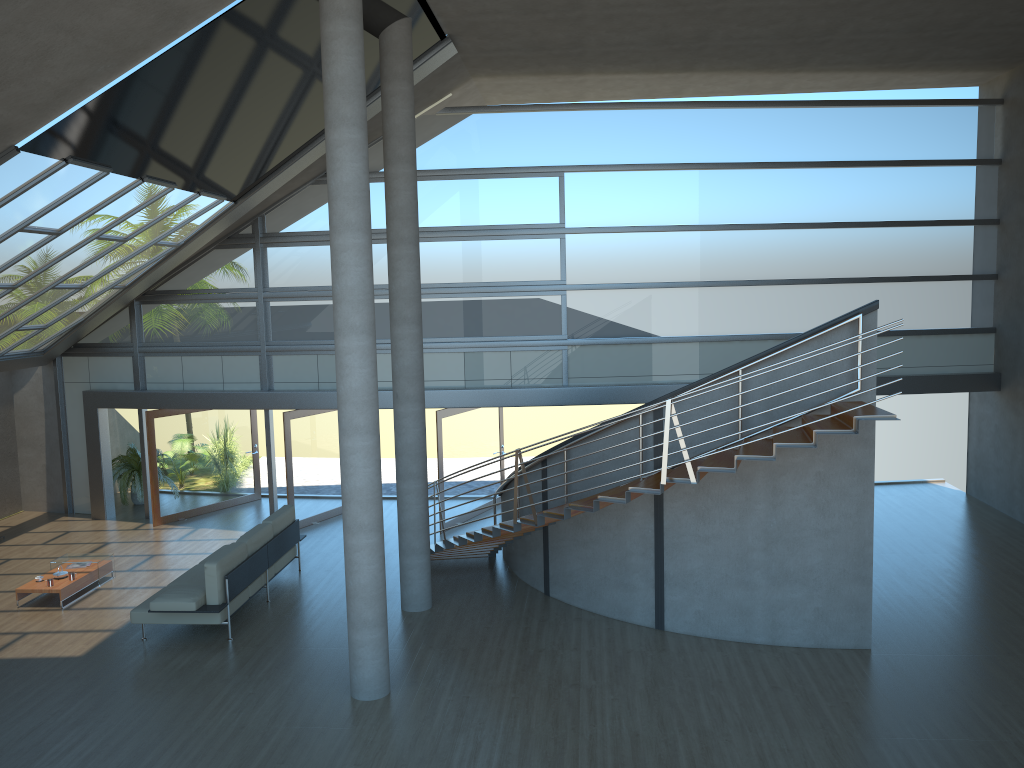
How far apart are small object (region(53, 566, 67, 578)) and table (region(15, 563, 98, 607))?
0.1m

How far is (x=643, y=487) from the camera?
8.62m

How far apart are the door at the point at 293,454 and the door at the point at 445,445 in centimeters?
229cm

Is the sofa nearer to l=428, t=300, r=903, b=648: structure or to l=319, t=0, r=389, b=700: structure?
l=428, t=300, r=903, b=648: structure

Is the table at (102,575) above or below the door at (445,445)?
below

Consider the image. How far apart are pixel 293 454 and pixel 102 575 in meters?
3.5

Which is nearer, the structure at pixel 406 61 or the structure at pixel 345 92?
the structure at pixel 345 92

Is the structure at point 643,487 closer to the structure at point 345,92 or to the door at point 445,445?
the structure at point 345,92

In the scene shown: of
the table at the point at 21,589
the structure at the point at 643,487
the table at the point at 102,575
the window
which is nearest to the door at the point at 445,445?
the window

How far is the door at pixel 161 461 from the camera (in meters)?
15.09
